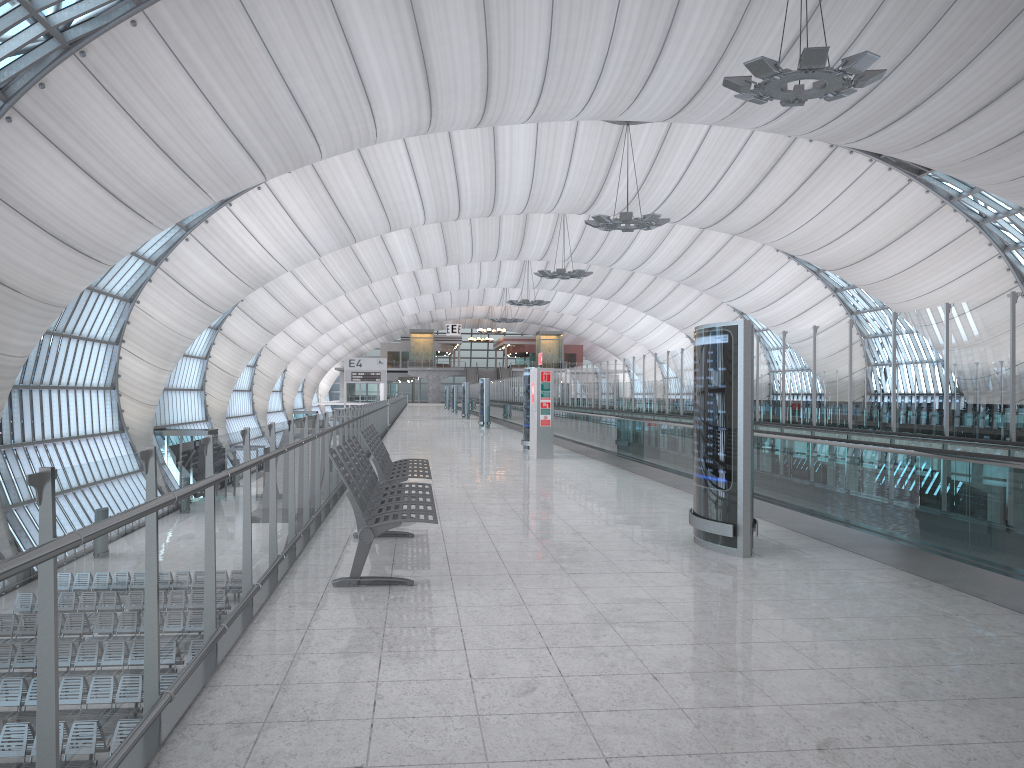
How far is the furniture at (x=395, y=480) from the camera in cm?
873

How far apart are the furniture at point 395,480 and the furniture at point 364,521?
0.6m

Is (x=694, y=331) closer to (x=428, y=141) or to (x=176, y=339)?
(x=428, y=141)

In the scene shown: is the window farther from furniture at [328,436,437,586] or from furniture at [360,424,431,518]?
furniture at [328,436,437,586]

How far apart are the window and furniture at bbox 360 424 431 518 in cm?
1653

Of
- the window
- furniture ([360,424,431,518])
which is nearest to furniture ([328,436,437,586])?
furniture ([360,424,431,518])

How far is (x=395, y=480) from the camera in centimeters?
873cm

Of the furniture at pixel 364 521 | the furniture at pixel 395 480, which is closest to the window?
the furniture at pixel 395 480

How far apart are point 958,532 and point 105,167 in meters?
26.4 m

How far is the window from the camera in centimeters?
2181cm
